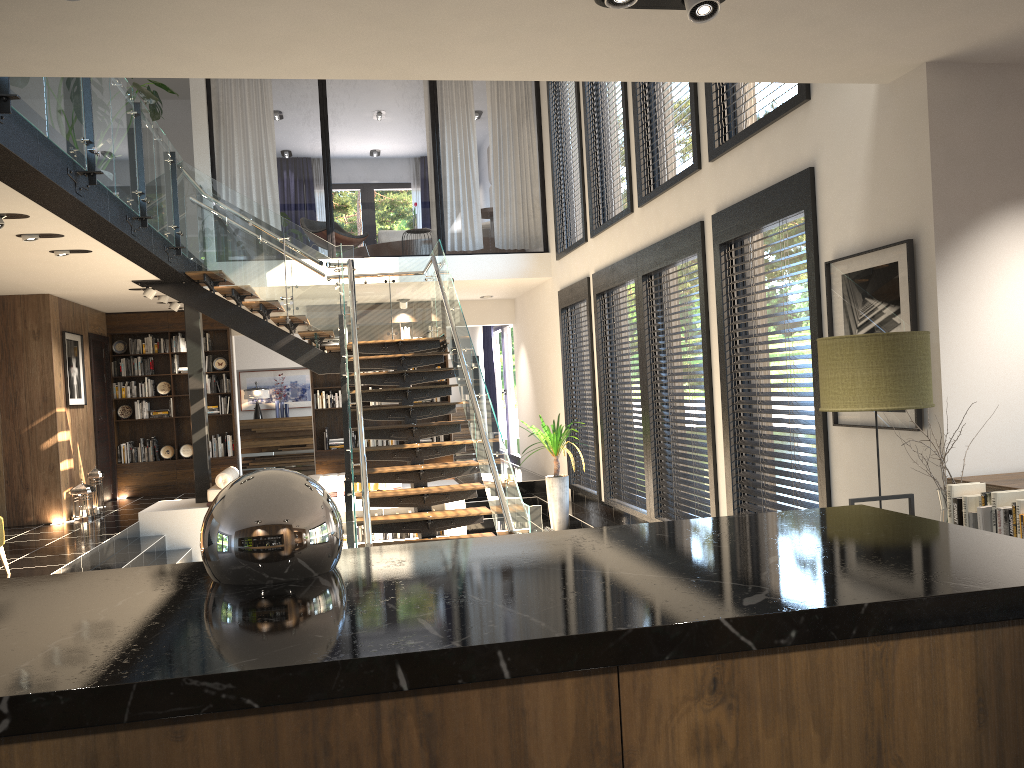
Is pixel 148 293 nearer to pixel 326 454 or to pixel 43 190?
pixel 326 454

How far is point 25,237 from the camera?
6.87m

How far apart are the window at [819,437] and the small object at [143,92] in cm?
484

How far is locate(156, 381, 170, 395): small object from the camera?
13.1 meters

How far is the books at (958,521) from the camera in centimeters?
359cm

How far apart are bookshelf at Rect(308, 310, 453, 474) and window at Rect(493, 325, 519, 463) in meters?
1.7

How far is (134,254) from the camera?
7.9m

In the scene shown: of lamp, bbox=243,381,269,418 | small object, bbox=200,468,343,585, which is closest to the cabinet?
small object, bbox=200,468,343,585

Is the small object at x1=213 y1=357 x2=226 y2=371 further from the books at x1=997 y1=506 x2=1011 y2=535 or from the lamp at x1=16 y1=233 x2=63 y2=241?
the books at x1=997 y1=506 x2=1011 y2=535

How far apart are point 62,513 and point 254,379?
6.65m
